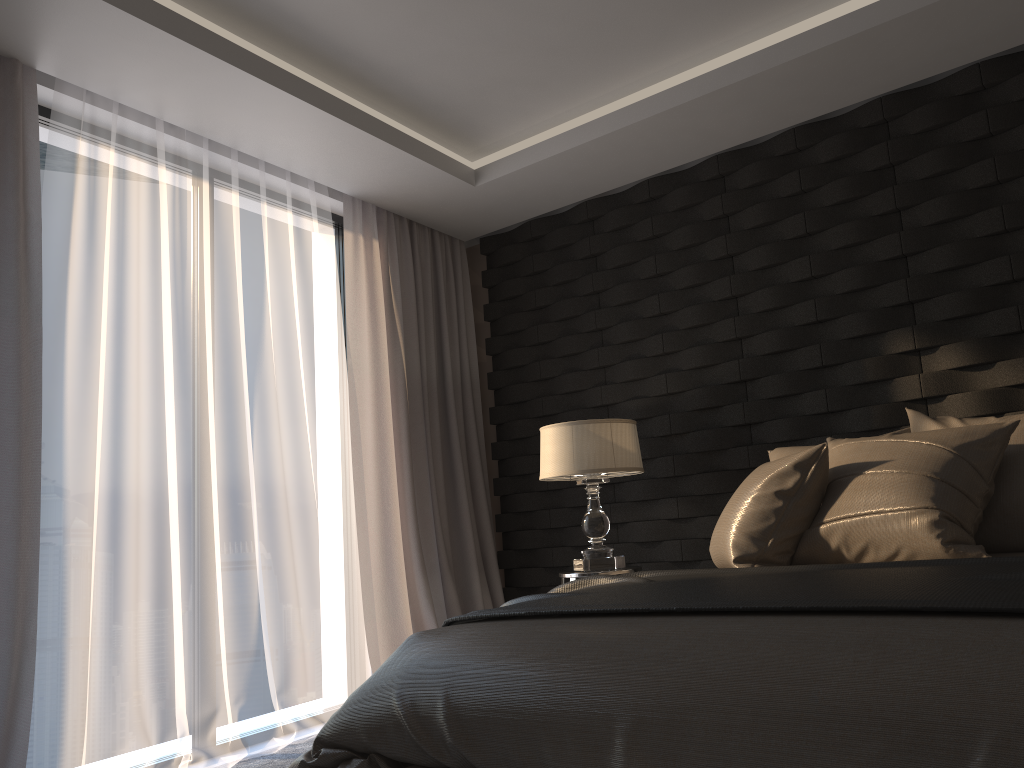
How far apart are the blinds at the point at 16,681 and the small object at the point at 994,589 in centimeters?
146cm

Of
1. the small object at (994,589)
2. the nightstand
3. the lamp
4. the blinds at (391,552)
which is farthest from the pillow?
the blinds at (391,552)

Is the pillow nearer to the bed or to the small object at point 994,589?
the small object at point 994,589

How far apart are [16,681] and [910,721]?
2.6m

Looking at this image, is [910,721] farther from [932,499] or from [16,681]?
[16,681]

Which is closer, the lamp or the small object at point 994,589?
the small object at point 994,589

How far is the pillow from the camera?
2.4 meters

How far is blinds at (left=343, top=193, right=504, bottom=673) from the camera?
4.3 meters

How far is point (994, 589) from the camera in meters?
1.6

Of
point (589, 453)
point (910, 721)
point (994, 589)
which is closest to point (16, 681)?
point (589, 453)
